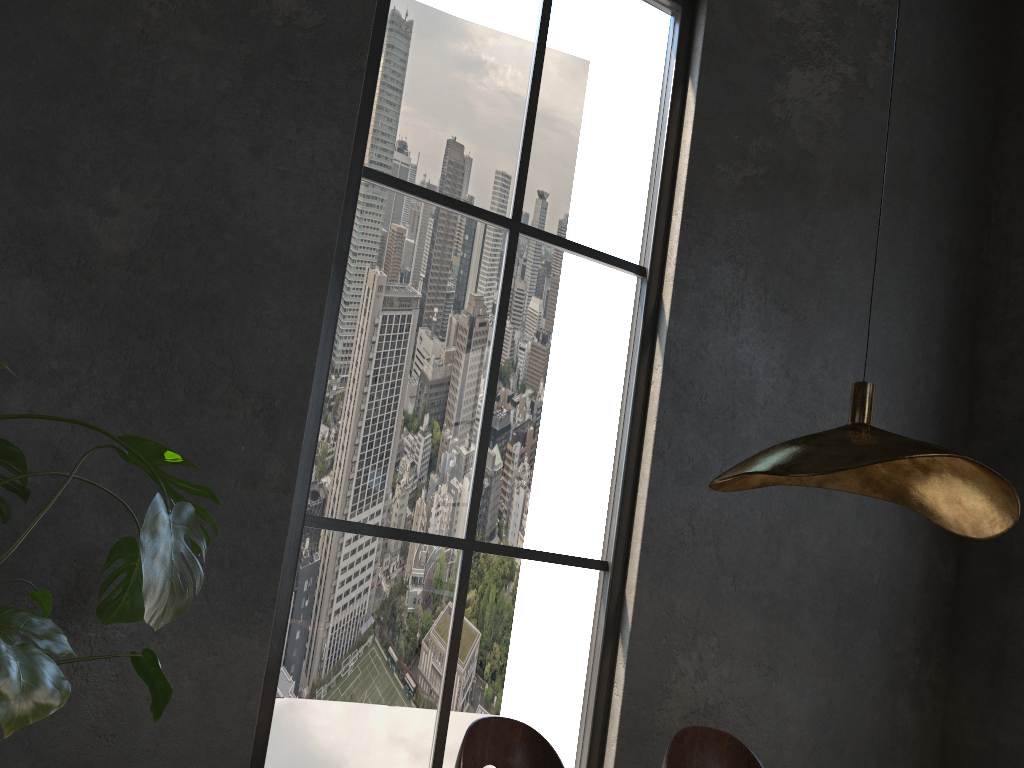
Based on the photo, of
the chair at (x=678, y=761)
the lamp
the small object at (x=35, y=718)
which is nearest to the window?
the small object at (x=35, y=718)

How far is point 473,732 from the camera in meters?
2.2

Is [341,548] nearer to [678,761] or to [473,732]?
[473,732]

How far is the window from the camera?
3.18m

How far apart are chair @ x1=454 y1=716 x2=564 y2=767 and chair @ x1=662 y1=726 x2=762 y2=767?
0.4 meters

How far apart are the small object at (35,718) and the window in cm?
81

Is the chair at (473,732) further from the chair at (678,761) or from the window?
the window

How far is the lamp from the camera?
1.6 meters

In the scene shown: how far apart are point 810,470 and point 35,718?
1.4 meters

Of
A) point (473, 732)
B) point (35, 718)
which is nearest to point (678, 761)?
point (473, 732)
